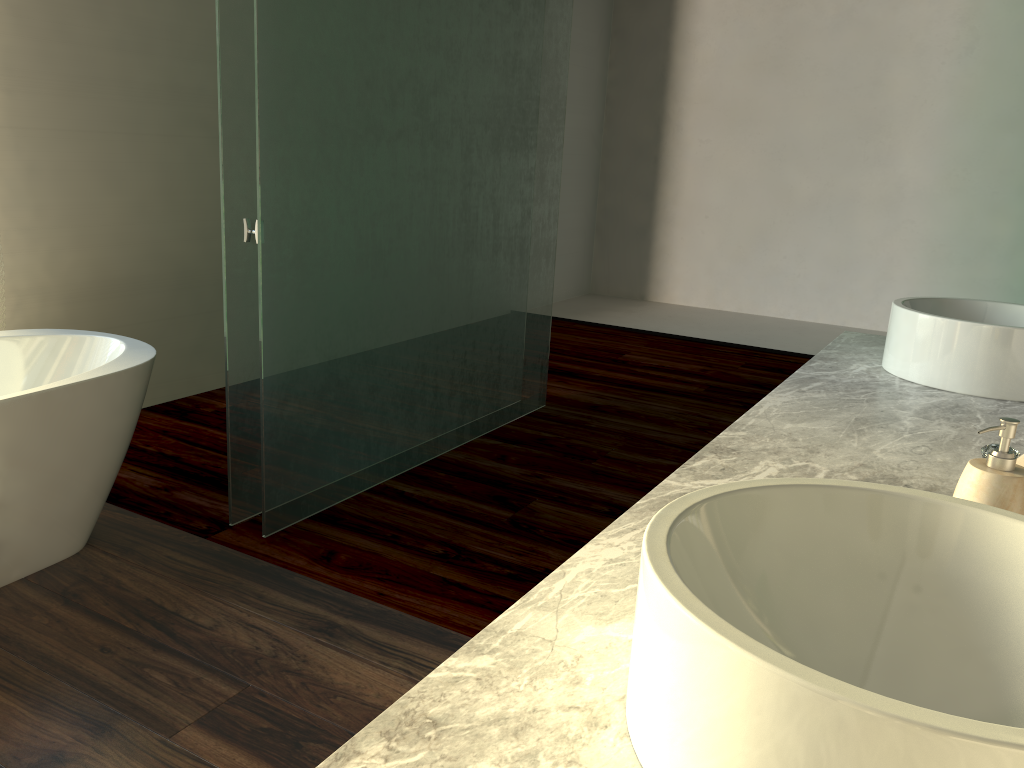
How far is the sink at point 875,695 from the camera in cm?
45

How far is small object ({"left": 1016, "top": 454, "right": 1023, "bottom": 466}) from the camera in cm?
95

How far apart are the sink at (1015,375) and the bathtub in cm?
184

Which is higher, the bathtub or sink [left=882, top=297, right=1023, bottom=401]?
sink [left=882, top=297, right=1023, bottom=401]

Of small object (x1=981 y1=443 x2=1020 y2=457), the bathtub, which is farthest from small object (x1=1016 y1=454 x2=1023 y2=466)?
the bathtub

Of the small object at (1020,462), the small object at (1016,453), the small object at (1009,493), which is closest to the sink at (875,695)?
the small object at (1009,493)

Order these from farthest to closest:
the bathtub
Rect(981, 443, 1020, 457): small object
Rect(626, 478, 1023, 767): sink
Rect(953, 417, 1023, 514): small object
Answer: Rect(981, 443, 1020, 457): small object → the bathtub → Rect(953, 417, 1023, 514): small object → Rect(626, 478, 1023, 767): sink

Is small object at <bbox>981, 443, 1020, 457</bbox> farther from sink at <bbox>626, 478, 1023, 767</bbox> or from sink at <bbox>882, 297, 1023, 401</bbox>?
sink at <bbox>626, 478, 1023, 767</bbox>

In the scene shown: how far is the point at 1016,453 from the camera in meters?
2.8

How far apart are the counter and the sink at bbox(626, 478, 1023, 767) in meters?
0.0 m
